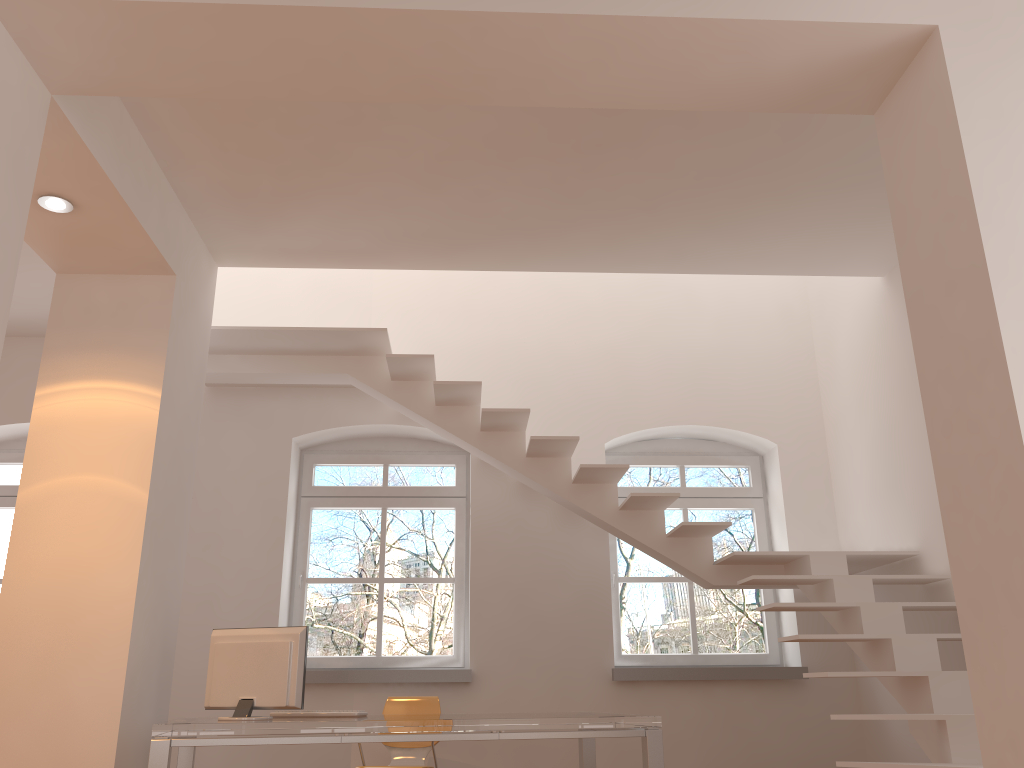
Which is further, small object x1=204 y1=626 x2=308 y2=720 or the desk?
small object x1=204 y1=626 x2=308 y2=720

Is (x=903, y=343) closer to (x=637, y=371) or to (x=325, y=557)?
(x=637, y=371)

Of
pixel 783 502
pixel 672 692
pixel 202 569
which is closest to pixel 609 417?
pixel 783 502

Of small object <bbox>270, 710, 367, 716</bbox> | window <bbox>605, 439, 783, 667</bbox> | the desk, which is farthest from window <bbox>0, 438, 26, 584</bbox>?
window <bbox>605, 439, 783, 667</bbox>

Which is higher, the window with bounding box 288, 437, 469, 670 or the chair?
the window with bounding box 288, 437, 469, 670

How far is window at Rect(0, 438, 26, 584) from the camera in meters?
6.5 m

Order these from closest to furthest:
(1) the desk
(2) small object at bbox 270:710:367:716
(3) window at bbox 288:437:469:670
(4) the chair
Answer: (1) the desk → (2) small object at bbox 270:710:367:716 → (4) the chair → (3) window at bbox 288:437:469:670

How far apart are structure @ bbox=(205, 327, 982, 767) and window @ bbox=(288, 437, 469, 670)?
0.9m

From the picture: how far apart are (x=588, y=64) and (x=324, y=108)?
1.4m

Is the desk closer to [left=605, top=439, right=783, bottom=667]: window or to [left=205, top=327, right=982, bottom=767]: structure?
[left=205, top=327, right=982, bottom=767]: structure
